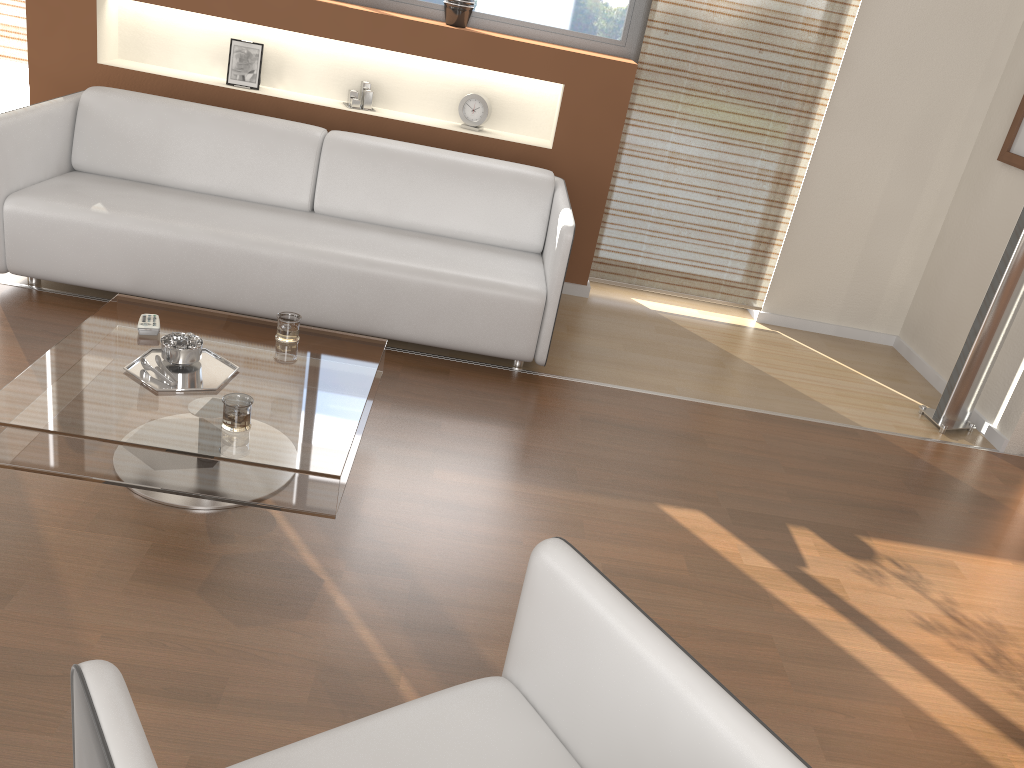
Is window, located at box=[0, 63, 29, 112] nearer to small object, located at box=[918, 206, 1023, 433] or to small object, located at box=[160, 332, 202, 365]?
small object, located at box=[160, 332, 202, 365]

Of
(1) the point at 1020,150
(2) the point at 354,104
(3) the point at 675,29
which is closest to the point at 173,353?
(2) the point at 354,104

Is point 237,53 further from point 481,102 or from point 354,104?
point 481,102

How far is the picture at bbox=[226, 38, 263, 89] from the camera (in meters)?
4.38

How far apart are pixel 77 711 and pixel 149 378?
1.5 meters

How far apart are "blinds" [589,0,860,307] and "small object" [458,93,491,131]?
0.7m

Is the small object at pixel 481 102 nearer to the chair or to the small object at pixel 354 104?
the small object at pixel 354 104

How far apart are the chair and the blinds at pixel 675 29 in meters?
3.4 m

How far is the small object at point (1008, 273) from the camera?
3.72m

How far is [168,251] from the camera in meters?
3.4
